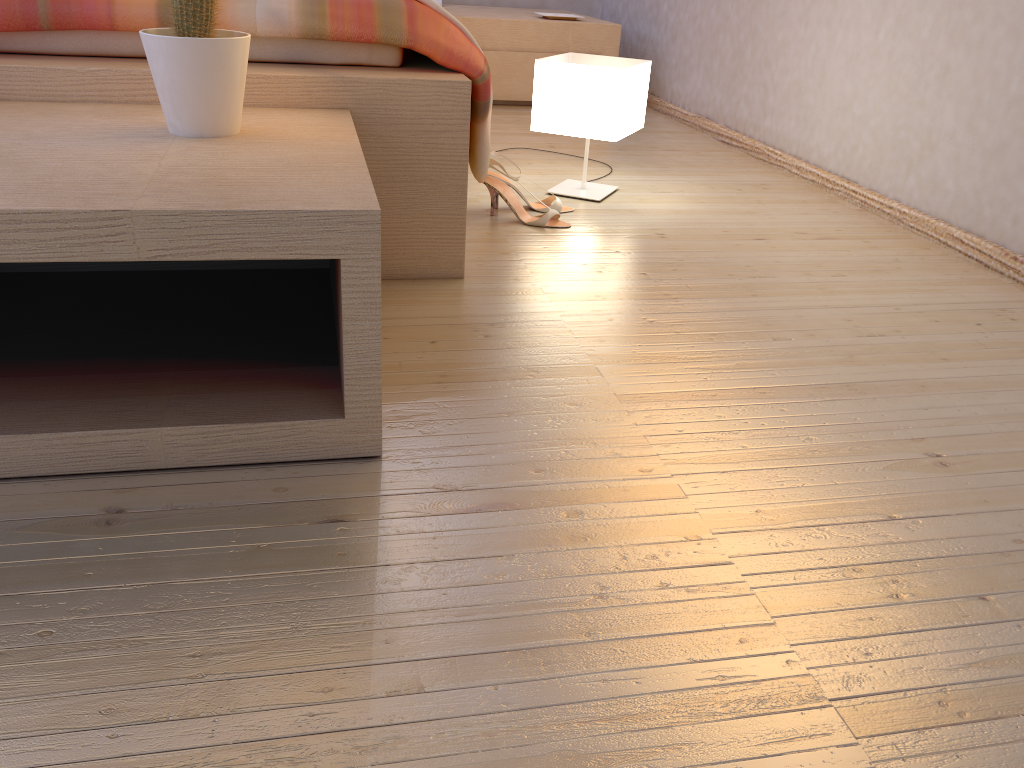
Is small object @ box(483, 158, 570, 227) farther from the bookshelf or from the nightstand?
the nightstand

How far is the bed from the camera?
1.42m

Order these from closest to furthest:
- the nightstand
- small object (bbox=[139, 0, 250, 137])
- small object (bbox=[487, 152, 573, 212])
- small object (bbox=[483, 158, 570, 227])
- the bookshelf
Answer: the bookshelf
small object (bbox=[139, 0, 250, 137])
small object (bbox=[483, 158, 570, 227])
small object (bbox=[487, 152, 573, 212])
the nightstand

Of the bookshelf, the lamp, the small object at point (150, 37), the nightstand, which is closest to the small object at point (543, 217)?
the lamp

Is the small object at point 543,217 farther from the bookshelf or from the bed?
the bookshelf

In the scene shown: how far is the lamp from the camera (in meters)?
2.10

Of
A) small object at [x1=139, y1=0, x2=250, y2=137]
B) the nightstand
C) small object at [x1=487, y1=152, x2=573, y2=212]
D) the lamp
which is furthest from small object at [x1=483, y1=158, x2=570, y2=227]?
the nightstand

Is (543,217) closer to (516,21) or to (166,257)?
(166,257)

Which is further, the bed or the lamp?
the lamp

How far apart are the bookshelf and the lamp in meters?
0.8 m
